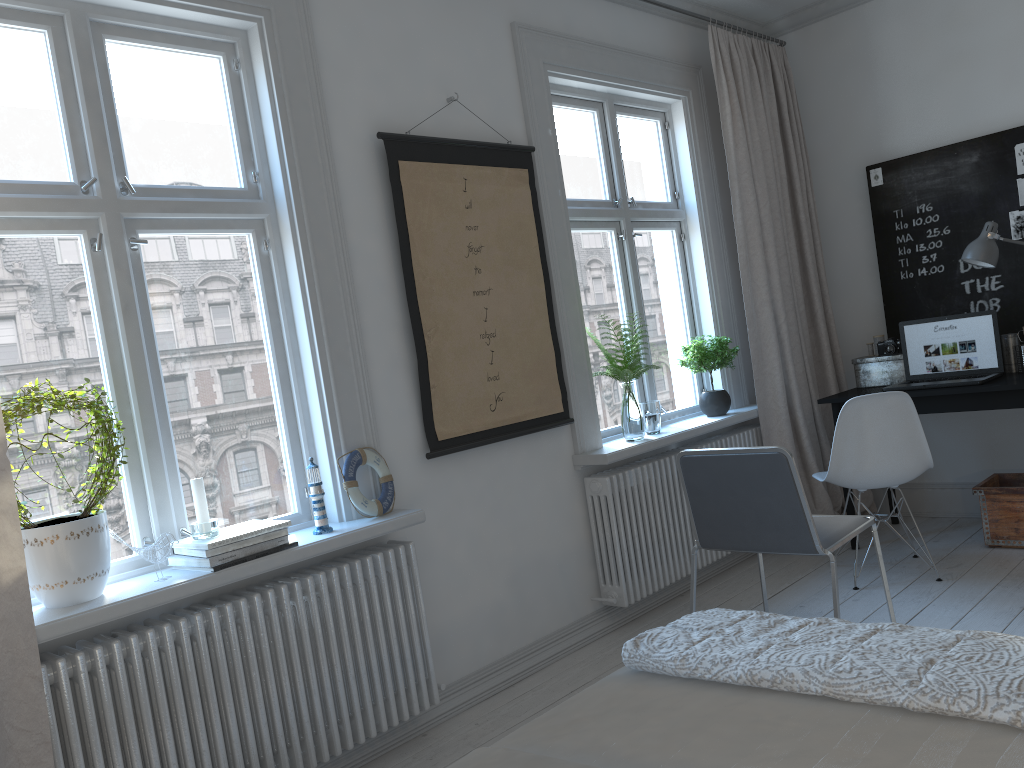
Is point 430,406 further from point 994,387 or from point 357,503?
point 994,387

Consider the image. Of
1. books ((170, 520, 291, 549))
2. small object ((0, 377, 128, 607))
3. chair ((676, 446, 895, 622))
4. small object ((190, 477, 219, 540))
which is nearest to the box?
chair ((676, 446, 895, 622))

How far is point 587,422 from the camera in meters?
3.7

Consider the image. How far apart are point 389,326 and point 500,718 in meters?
1.4

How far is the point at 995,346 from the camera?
4.12m

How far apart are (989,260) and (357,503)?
3.0m

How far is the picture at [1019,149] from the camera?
4.24m

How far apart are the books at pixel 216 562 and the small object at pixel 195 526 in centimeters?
6cm

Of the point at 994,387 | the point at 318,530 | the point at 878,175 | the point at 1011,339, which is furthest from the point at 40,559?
the point at 878,175

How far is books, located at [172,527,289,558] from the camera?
2.4 meters
